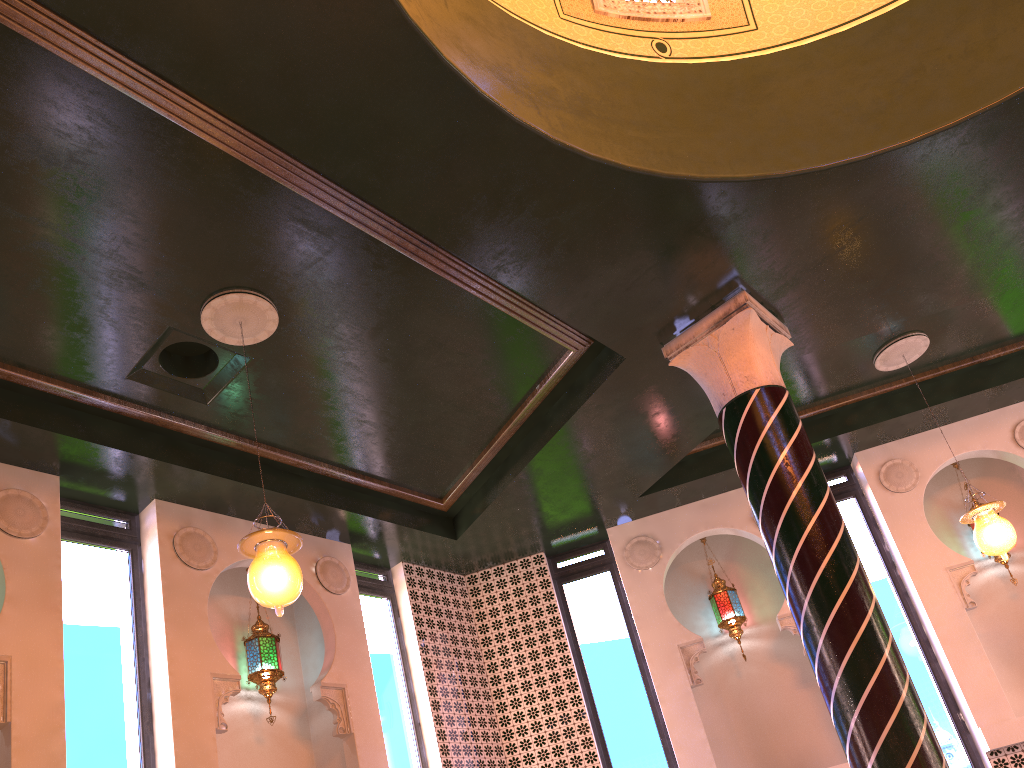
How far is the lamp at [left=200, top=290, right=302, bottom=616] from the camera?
4.97m

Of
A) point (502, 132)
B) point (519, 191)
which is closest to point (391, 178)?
point (502, 132)

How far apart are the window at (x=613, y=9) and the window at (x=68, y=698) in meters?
5.6 m

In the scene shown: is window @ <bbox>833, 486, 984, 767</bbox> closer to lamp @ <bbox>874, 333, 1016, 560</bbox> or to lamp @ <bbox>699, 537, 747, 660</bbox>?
lamp @ <bbox>699, 537, 747, 660</bbox>

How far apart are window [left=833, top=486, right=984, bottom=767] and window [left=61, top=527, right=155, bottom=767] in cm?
702

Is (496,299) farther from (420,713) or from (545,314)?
(420,713)

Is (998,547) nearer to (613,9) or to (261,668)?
(613,9)

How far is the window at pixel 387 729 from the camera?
8.1m

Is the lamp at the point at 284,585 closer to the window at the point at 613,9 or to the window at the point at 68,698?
the window at the point at 68,698

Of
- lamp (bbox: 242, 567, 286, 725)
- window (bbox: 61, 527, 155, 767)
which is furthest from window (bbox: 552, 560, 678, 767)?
window (bbox: 61, 527, 155, 767)
